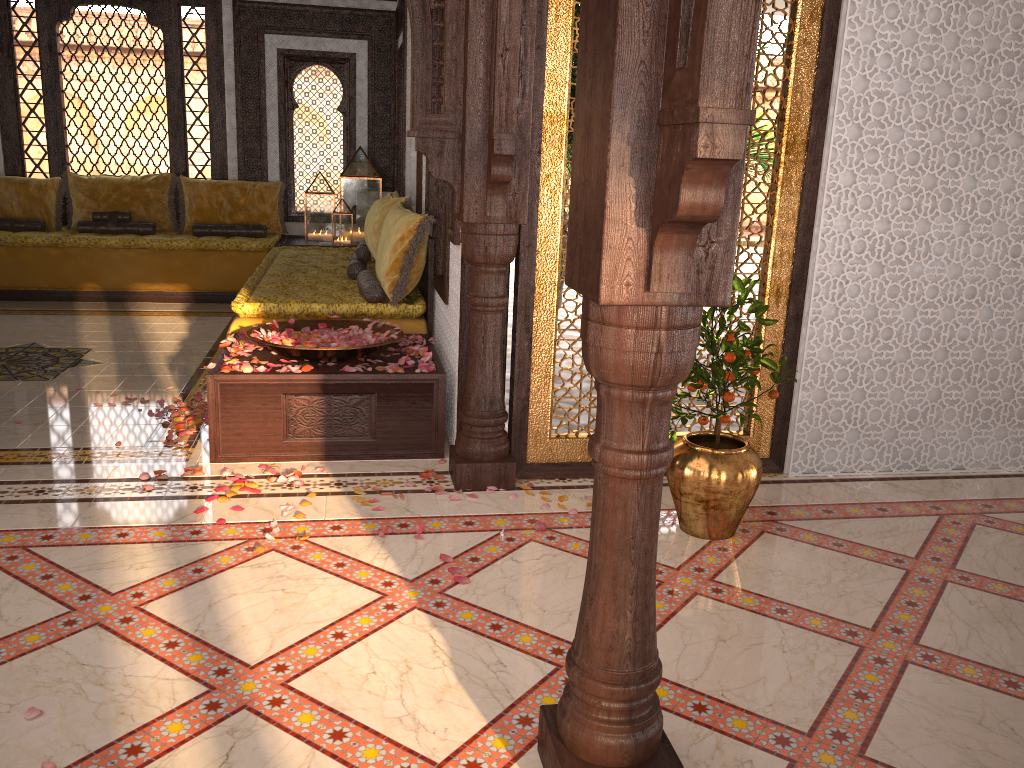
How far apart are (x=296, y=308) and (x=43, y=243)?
4.01m

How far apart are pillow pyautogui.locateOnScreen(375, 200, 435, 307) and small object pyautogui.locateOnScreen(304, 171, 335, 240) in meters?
3.1 m

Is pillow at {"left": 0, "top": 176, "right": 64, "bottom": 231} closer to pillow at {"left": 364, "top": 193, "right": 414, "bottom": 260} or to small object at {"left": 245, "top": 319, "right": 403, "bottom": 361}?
pillow at {"left": 364, "top": 193, "right": 414, "bottom": 260}

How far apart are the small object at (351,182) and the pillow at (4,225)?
2.7m

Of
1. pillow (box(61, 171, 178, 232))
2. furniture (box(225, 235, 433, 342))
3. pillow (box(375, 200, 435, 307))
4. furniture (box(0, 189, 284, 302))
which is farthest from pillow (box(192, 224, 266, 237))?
pillow (box(375, 200, 435, 307))

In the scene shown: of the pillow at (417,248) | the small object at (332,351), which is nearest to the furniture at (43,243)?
the pillow at (417,248)

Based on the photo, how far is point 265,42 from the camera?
8.47m

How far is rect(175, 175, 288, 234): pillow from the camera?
8.4m

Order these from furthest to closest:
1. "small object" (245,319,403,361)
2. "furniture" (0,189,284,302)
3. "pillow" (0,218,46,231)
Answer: "pillow" (0,218,46,231) → "furniture" (0,189,284,302) → "small object" (245,319,403,361)

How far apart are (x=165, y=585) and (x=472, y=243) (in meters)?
1.68
